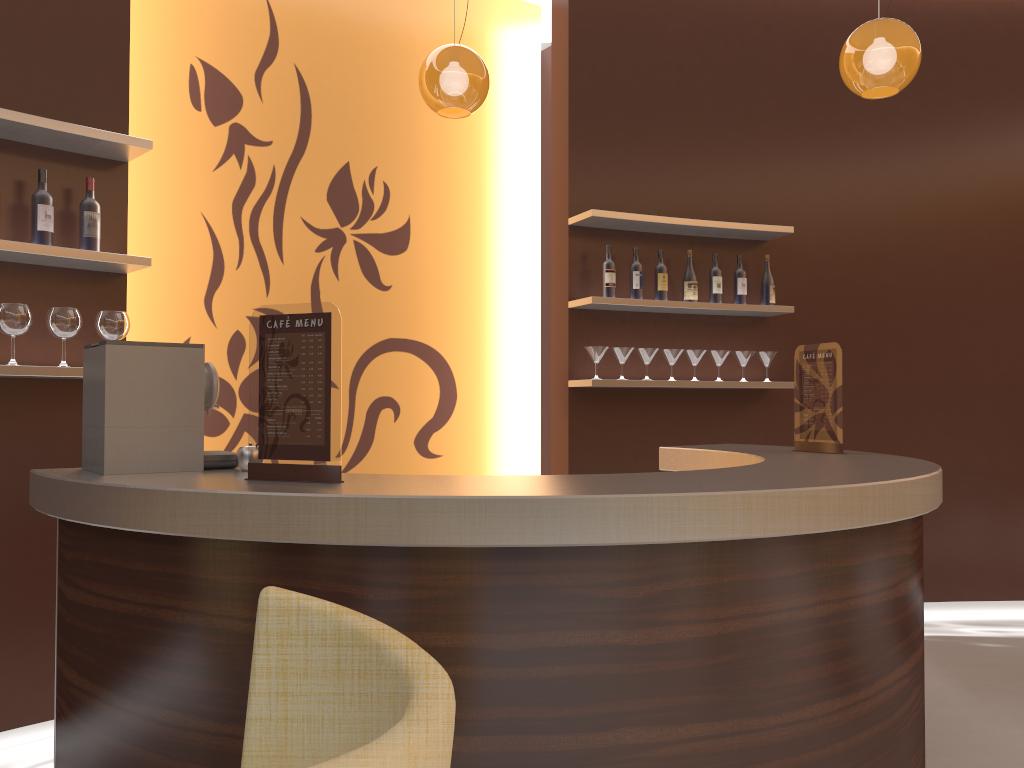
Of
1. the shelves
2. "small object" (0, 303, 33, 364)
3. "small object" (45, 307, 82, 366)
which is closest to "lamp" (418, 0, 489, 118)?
the shelves

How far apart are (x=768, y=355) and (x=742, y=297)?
0.4 meters

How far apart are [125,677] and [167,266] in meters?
2.8

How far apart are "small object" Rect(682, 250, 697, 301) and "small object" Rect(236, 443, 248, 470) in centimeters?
307cm

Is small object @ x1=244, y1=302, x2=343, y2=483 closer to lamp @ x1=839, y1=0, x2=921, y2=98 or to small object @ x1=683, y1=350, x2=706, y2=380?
lamp @ x1=839, y1=0, x2=921, y2=98

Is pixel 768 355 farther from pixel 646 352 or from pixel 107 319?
pixel 107 319

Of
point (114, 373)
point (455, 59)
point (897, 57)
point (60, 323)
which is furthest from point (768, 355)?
point (114, 373)

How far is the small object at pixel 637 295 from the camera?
4.7m

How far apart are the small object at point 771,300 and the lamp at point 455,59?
2.1 meters

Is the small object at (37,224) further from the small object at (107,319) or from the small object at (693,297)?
the small object at (693,297)
